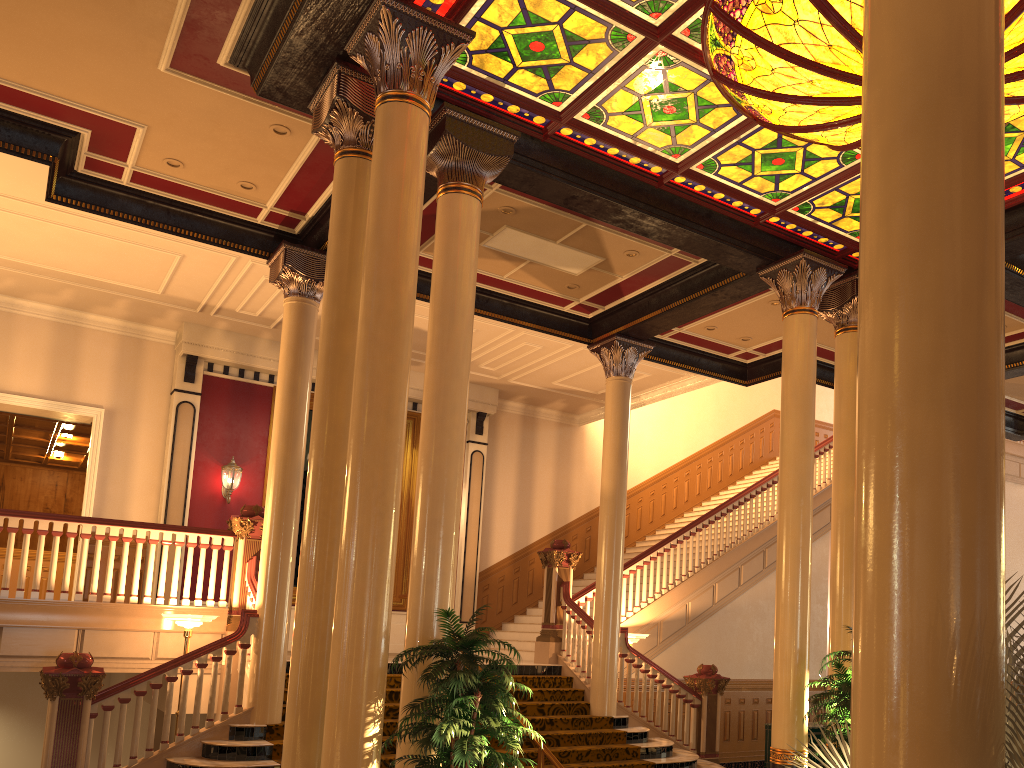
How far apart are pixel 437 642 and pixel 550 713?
5.2m

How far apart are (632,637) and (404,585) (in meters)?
4.62

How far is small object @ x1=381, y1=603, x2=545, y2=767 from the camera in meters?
5.2 m

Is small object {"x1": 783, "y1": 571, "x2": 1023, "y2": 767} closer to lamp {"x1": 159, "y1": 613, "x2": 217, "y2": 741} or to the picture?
lamp {"x1": 159, "y1": 613, "x2": 217, "y2": 741}

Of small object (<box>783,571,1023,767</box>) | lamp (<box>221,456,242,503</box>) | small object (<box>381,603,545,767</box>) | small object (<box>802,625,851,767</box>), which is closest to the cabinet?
small object (<box>802,625,851,767</box>)

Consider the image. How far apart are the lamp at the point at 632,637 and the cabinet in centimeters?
Result: 193cm

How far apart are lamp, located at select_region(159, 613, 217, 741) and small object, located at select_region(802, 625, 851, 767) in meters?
5.9 m

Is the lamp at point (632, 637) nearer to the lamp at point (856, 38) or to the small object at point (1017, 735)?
the lamp at point (856, 38)

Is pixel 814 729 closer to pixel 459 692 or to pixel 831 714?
pixel 831 714

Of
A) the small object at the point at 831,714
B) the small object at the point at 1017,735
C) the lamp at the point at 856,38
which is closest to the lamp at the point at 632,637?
the small object at the point at 831,714
